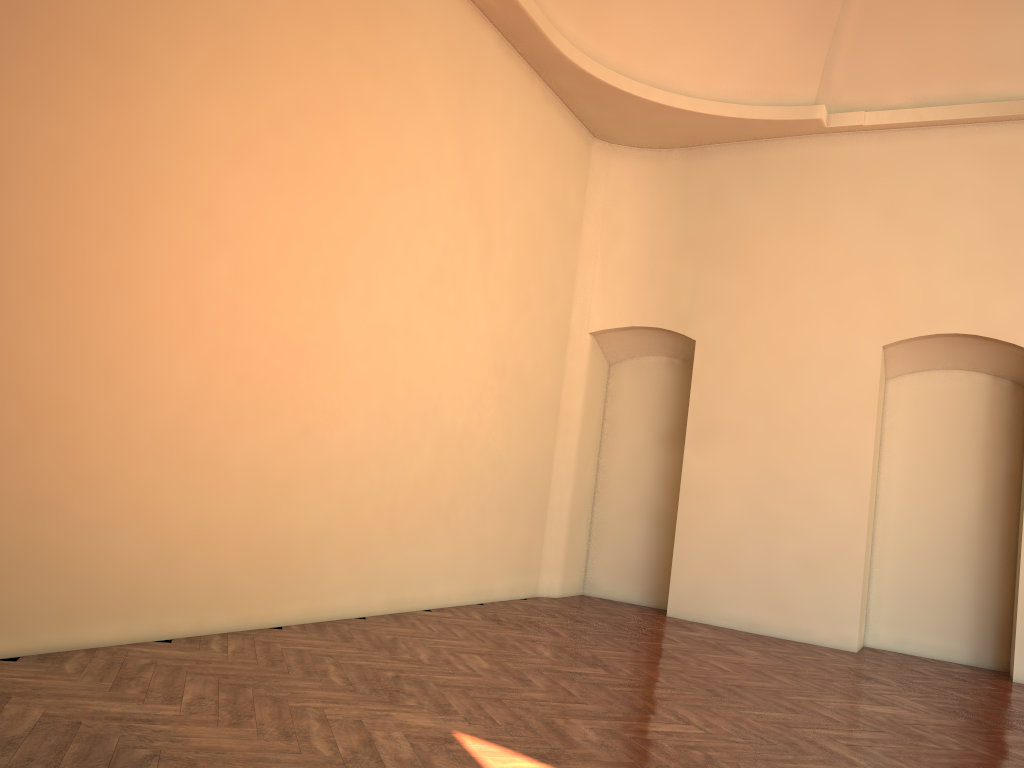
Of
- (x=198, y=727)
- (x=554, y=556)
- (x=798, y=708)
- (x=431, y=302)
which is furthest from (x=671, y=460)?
(x=198, y=727)

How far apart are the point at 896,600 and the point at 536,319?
4.7 meters

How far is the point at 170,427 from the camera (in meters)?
5.17
